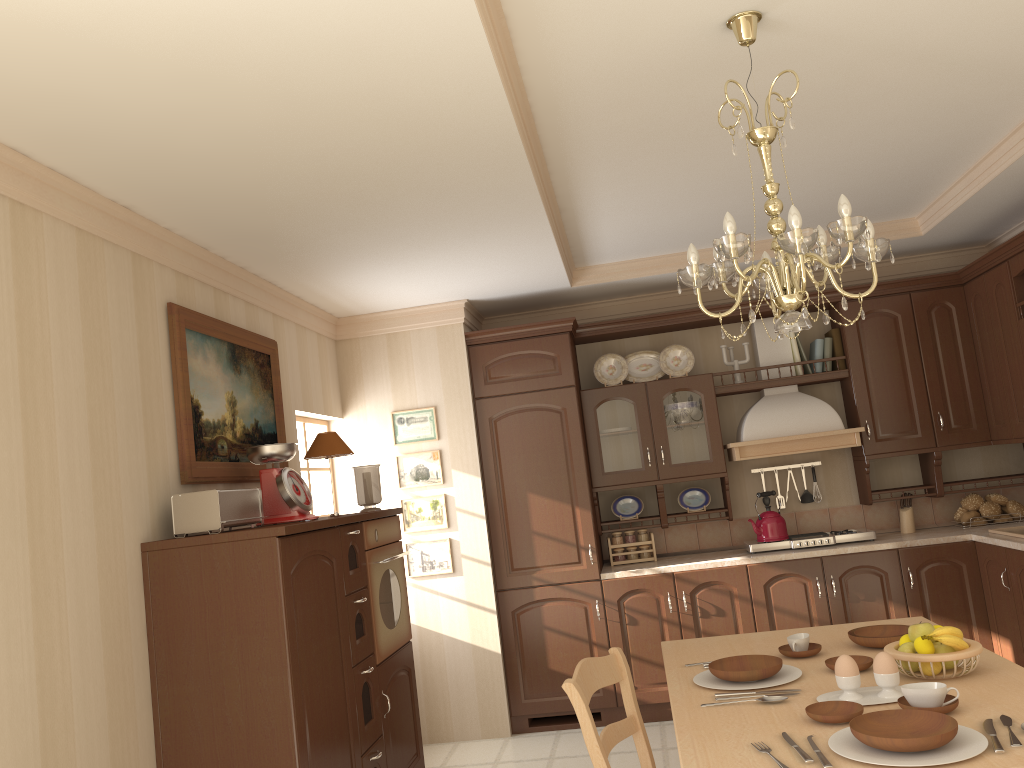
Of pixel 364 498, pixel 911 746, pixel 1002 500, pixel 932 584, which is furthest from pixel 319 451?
pixel 1002 500

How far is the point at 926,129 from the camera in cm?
356

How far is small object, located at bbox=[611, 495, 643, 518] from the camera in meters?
5.5 m

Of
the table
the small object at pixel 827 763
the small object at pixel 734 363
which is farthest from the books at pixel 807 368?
the small object at pixel 827 763

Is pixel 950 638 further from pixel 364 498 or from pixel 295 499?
pixel 364 498

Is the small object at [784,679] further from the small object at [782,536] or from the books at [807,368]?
the books at [807,368]

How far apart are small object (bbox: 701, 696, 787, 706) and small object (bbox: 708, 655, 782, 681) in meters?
0.2

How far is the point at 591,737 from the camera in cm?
245

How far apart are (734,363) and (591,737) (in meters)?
3.39

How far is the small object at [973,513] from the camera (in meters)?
5.09
